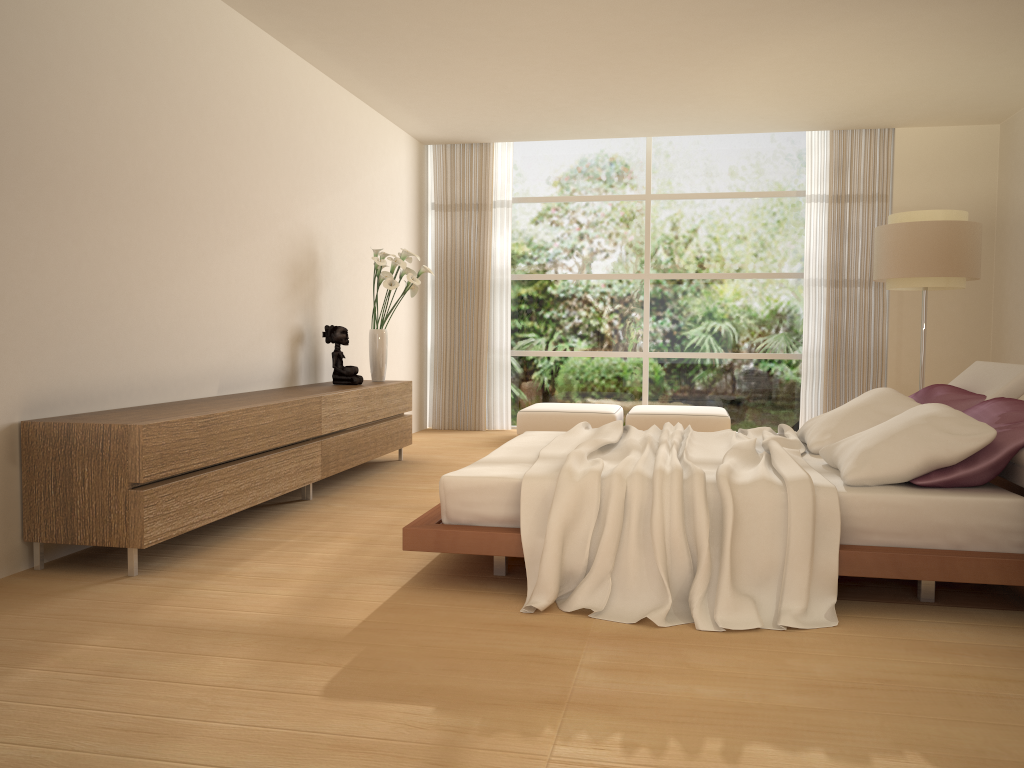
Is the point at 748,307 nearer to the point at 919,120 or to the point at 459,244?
the point at 919,120

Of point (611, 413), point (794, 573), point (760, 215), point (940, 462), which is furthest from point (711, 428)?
point (794, 573)

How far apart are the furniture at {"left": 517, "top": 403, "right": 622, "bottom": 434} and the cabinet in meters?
1.5 m

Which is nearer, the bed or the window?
the bed

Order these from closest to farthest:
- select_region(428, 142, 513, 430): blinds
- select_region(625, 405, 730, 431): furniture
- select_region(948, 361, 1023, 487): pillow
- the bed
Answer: the bed < select_region(948, 361, 1023, 487): pillow < select_region(625, 405, 730, 431): furniture < select_region(428, 142, 513, 430): blinds

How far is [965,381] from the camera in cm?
478

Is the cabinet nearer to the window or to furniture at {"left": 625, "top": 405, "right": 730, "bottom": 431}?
furniture at {"left": 625, "top": 405, "right": 730, "bottom": 431}

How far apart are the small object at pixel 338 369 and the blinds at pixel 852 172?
4.7m

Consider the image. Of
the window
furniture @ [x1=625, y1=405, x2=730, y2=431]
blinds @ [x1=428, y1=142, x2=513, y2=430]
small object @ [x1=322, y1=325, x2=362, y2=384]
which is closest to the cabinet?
small object @ [x1=322, y1=325, x2=362, y2=384]

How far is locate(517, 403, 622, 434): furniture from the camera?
8.3m
